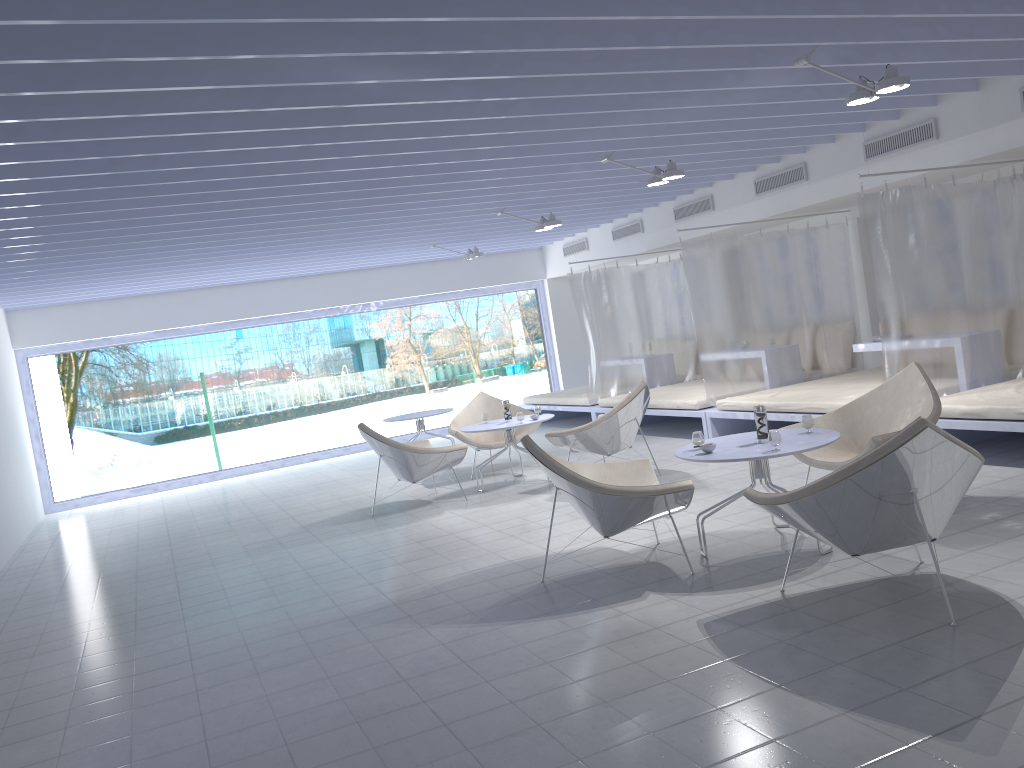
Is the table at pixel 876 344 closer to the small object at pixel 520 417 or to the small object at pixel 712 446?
the small object at pixel 520 417

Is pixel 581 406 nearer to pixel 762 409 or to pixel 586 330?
pixel 586 330

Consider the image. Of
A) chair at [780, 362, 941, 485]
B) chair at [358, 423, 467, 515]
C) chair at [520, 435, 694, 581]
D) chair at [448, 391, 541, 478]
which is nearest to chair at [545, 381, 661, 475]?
chair at [358, 423, 467, 515]

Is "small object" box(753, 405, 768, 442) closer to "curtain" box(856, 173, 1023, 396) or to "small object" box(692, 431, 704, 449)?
"small object" box(692, 431, 704, 449)

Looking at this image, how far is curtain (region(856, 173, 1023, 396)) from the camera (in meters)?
6.11

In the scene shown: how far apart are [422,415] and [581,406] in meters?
1.9

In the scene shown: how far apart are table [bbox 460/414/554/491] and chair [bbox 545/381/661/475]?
0.36m

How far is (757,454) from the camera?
4.2 meters

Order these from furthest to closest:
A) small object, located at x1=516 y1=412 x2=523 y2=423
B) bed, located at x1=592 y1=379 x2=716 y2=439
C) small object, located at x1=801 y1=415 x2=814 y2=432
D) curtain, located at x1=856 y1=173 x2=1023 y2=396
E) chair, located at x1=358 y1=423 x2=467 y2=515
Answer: bed, located at x1=592 y1=379 x2=716 y2=439 → small object, located at x1=516 y1=412 x2=523 y2=423 → chair, located at x1=358 y1=423 x2=467 y2=515 → curtain, located at x1=856 y1=173 x2=1023 y2=396 → small object, located at x1=801 y1=415 x2=814 y2=432

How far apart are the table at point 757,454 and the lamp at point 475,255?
6.04m
